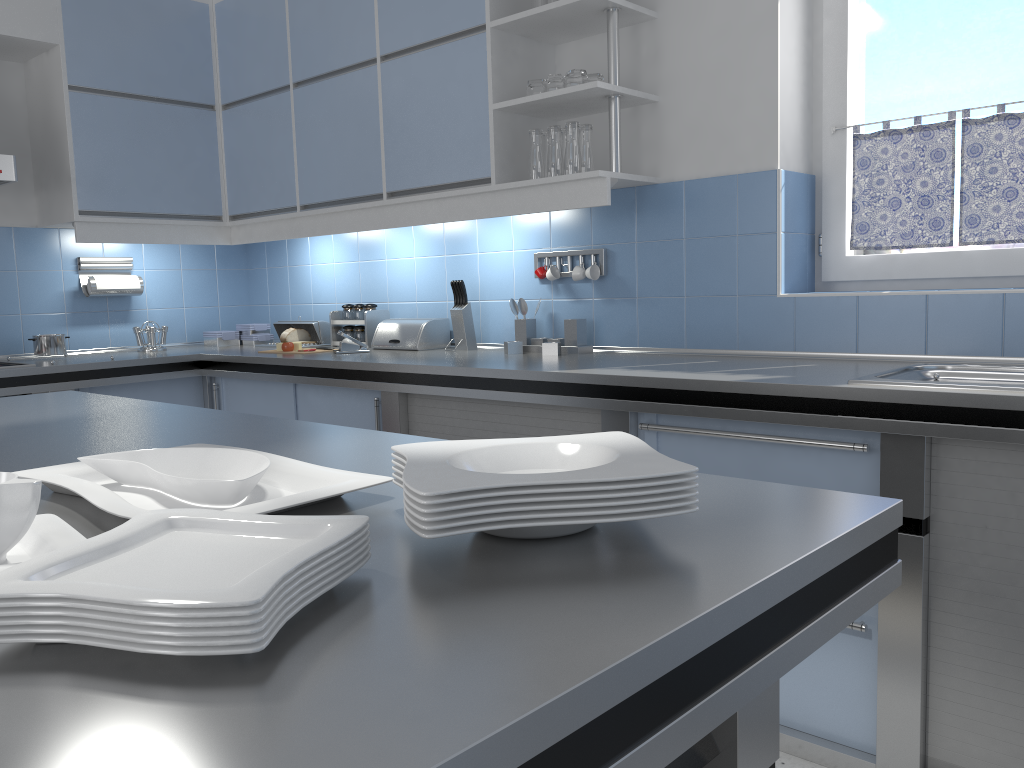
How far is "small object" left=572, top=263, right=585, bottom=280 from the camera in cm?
330

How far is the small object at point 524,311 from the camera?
3.5m

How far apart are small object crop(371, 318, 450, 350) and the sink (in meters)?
1.99

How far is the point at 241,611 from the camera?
0.6 meters

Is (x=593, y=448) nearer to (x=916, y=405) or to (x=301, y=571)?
(x=301, y=571)

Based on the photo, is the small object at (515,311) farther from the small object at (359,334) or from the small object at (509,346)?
the small object at (359,334)

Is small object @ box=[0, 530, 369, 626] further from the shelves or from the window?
the window

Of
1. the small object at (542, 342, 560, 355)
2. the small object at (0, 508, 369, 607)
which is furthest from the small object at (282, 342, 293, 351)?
the small object at (0, 508, 369, 607)

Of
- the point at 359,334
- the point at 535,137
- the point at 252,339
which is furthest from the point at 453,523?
the point at 252,339

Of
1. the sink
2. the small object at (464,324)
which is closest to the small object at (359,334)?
the small object at (464,324)
